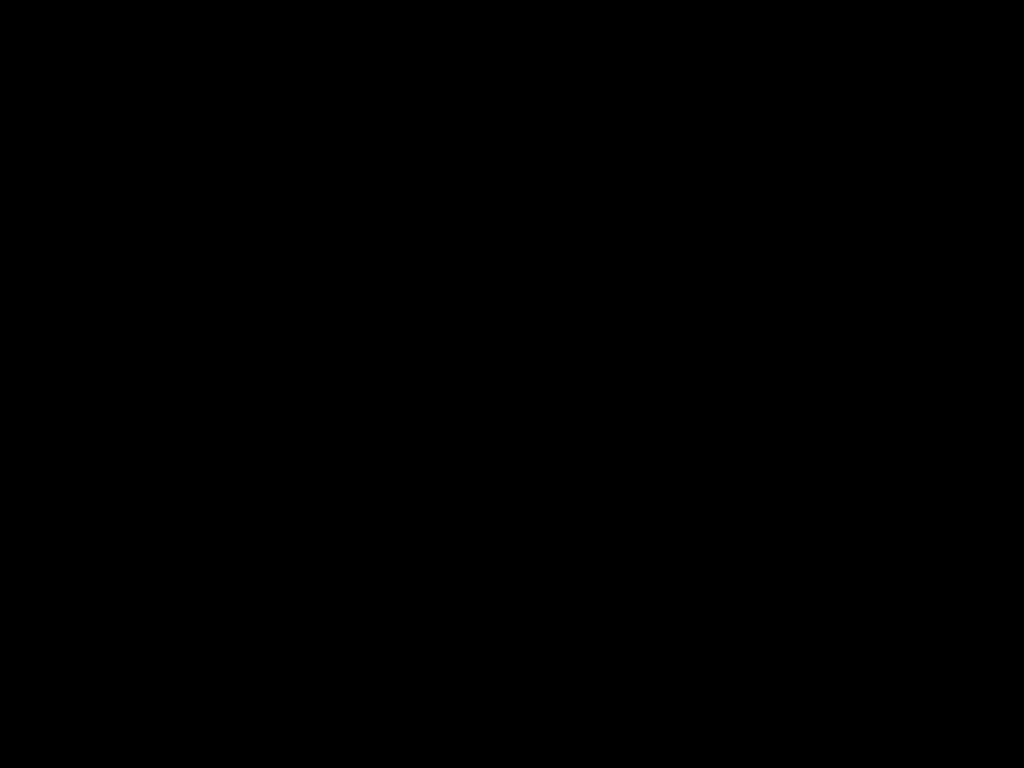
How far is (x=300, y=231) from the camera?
0.5 meters
